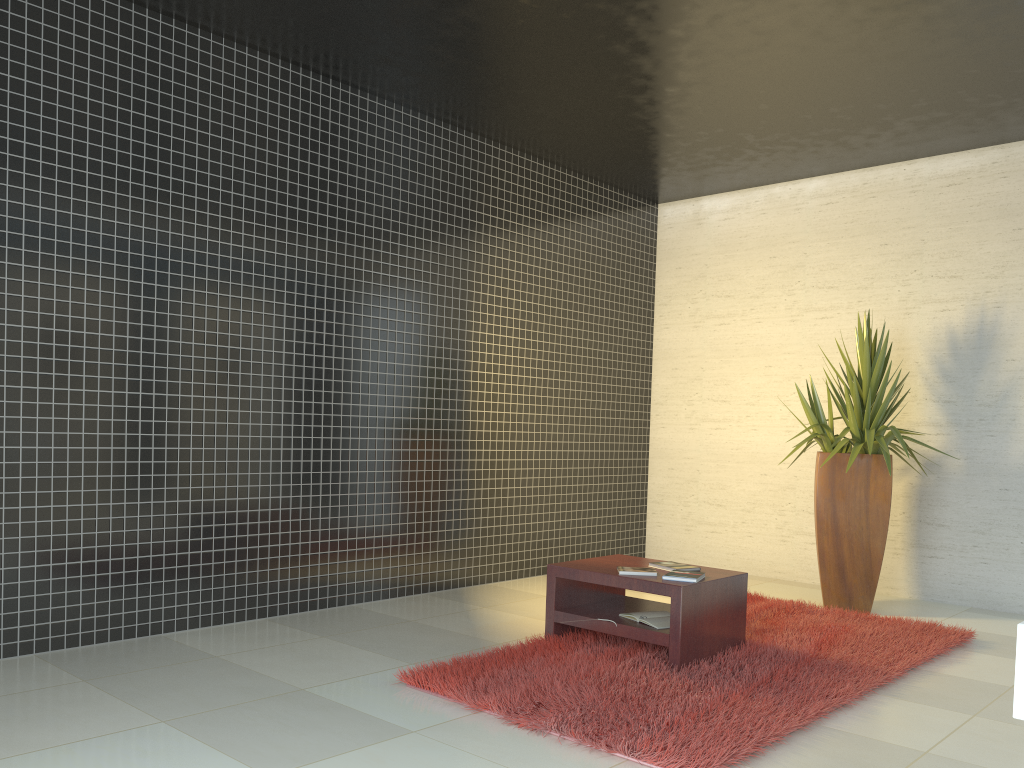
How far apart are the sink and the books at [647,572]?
3.42m

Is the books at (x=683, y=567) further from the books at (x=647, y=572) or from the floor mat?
the floor mat

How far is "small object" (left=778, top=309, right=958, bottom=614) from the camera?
5.86m

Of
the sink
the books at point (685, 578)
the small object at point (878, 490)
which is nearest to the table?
the books at point (685, 578)

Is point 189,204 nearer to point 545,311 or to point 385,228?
point 385,228

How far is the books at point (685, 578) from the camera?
4.3 meters

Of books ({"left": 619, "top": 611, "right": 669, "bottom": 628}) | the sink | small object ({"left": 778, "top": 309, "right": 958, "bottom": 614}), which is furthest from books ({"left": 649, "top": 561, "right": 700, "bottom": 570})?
the sink

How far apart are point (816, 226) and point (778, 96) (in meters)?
1.90

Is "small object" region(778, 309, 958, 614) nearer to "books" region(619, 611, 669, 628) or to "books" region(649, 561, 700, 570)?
"books" region(649, 561, 700, 570)

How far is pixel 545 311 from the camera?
7.17m
